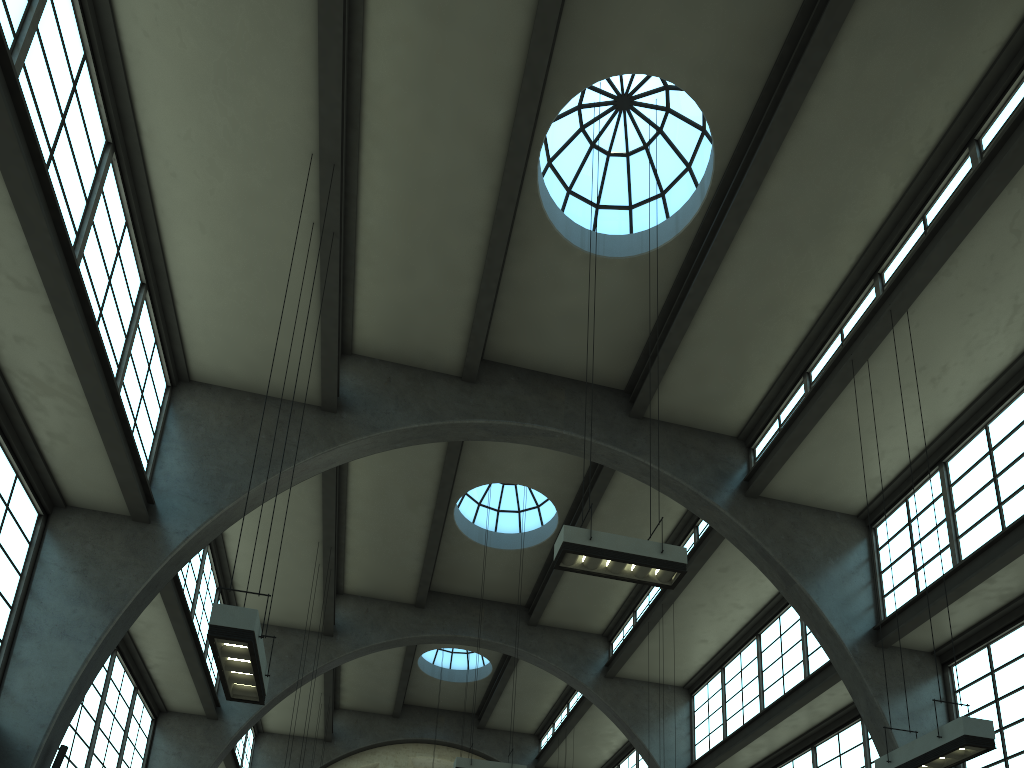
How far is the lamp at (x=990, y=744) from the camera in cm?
817

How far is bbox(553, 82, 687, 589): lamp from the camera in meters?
9.2 m

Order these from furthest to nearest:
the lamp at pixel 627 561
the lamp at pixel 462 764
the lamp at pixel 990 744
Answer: the lamp at pixel 462 764 < the lamp at pixel 627 561 < the lamp at pixel 990 744

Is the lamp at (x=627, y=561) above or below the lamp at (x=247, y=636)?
above

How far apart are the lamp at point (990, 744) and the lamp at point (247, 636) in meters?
7.0

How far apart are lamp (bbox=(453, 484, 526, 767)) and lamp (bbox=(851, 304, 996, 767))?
7.9 meters

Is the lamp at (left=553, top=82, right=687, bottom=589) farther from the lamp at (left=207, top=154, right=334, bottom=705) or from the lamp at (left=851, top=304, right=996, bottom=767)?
the lamp at (left=207, top=154, right=334, bottom=705)

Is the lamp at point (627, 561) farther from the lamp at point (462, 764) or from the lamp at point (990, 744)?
the lamp at point (462, 764)

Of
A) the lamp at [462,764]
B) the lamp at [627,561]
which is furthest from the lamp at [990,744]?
the lamp at [462,764]

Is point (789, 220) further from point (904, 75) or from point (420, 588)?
point (420, 588)
